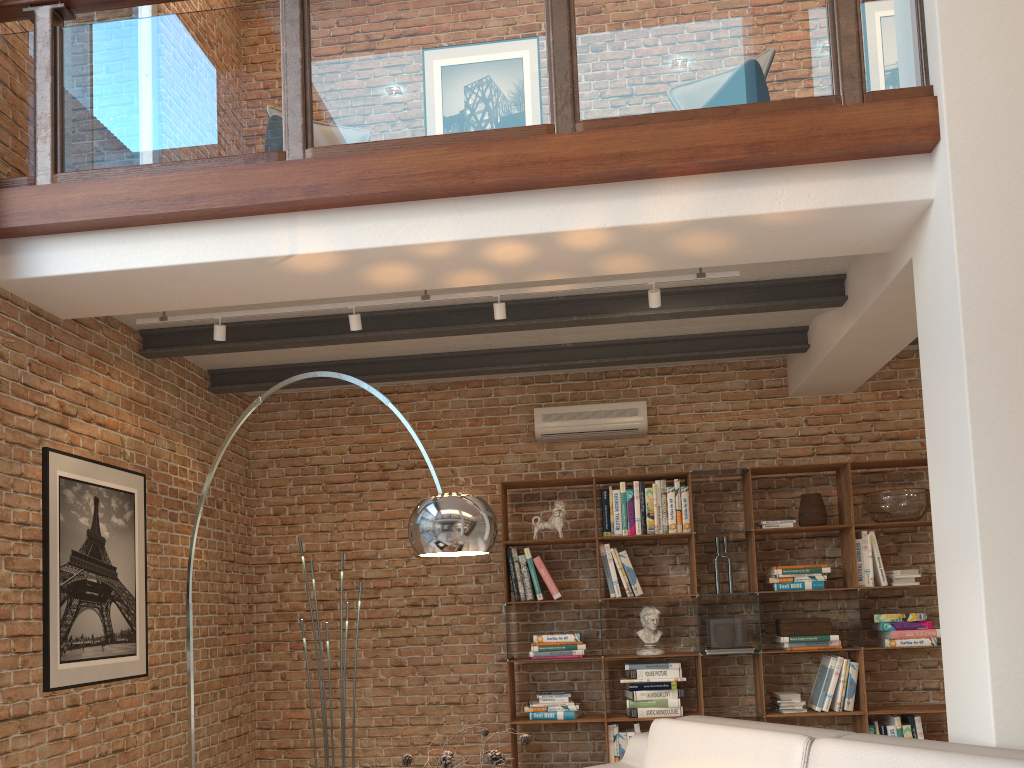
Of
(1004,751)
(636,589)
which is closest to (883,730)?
(636,589)

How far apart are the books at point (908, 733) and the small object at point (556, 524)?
2.5 meters

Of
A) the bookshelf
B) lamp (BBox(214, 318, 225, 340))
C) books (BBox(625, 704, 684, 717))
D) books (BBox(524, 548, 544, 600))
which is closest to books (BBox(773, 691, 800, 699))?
the bookshelf

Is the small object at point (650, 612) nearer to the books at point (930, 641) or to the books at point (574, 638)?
the books at point (574, 638)

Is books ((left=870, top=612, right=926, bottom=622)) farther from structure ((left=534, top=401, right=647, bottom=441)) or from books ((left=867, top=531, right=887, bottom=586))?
structure ((left=534, top=401, right=647, bottom=441))

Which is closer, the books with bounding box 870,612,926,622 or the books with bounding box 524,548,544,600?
the books with bounding box 870,612,926,622

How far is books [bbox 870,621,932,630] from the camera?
5.7 meters

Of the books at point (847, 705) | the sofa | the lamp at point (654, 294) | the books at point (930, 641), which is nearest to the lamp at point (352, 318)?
the lamp at point (654, 294)

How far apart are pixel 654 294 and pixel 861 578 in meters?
2.7

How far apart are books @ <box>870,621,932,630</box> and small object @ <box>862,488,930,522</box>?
0.67m
